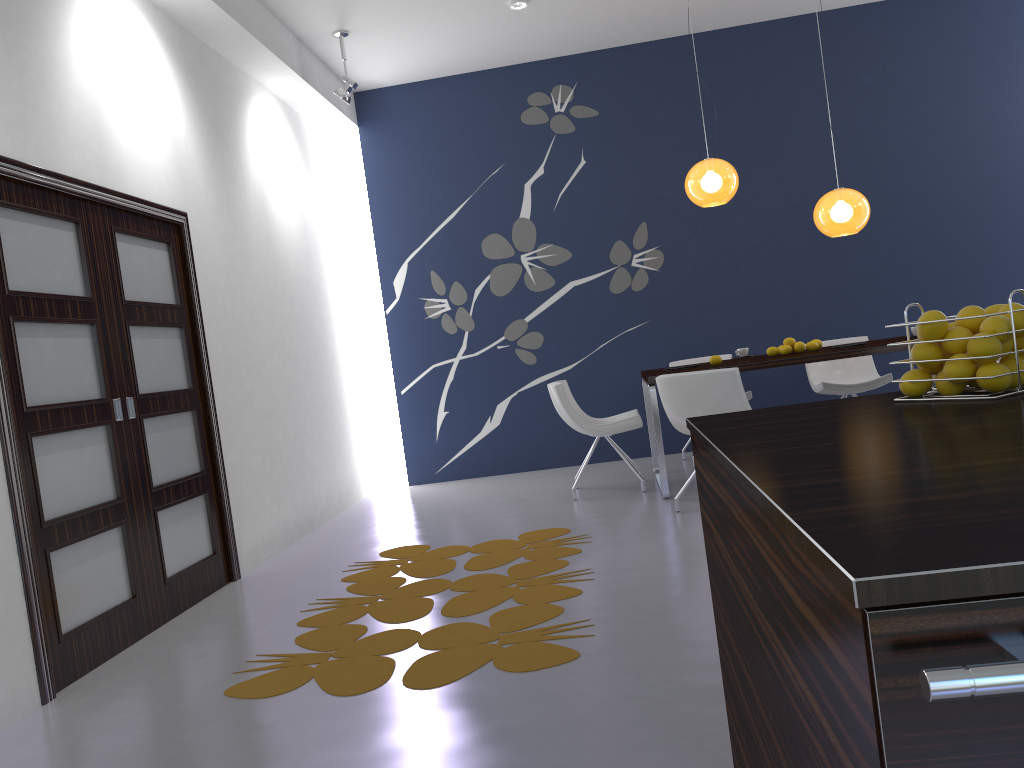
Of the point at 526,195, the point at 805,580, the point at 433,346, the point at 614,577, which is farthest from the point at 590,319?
the point at 805,580

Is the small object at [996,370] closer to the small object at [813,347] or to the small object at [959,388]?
the small object at [959,388]

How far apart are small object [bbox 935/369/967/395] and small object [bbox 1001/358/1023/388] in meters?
0.1 m

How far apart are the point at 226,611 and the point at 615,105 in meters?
5.3

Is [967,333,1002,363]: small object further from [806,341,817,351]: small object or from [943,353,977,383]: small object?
[806,341,817,351]: small object

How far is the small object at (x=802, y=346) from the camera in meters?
5.9 m

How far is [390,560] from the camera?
4.9m

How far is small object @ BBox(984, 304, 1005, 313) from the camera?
1.59m

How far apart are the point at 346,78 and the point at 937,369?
5.57m

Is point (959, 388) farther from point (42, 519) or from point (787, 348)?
point (787, 348)
